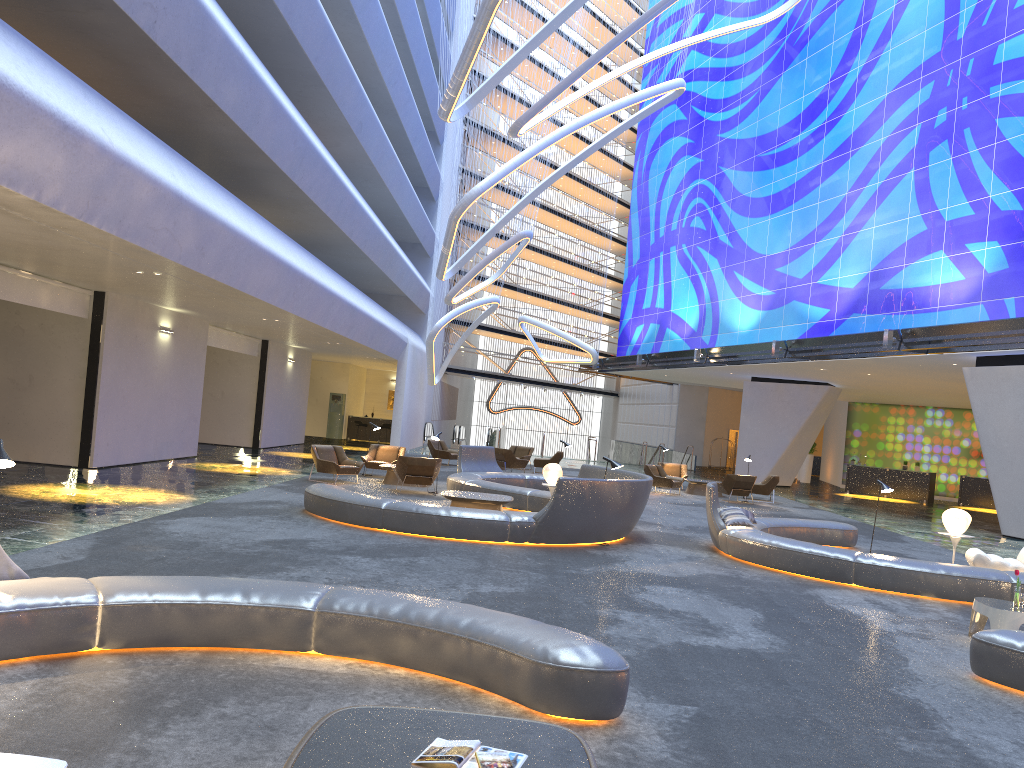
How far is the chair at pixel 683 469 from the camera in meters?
26.9 m

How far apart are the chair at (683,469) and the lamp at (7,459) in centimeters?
2265cm

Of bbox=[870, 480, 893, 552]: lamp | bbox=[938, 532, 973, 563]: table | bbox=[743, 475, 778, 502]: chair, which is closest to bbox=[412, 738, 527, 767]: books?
bbox=[870, 480, 893, 552]: lamp

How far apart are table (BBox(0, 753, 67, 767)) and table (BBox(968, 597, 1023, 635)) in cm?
803

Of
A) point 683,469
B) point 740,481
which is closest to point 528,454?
point 683,469

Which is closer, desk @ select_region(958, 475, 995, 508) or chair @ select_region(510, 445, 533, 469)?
chair @ select_region(510, 445, 533, 469)

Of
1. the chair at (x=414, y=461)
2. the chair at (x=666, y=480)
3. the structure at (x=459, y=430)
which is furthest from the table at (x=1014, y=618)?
the structure at (x=459, y=430)

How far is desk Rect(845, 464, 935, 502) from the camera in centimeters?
3206cm

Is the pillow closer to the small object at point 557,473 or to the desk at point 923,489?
the small object at point 557,473

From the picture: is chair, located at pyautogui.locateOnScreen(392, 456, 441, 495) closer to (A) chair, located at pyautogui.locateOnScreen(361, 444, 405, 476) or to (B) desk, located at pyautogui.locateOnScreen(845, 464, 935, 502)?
(A) chair, located at pyautogui.locateOnScreen(361, 444, 405, 476)
